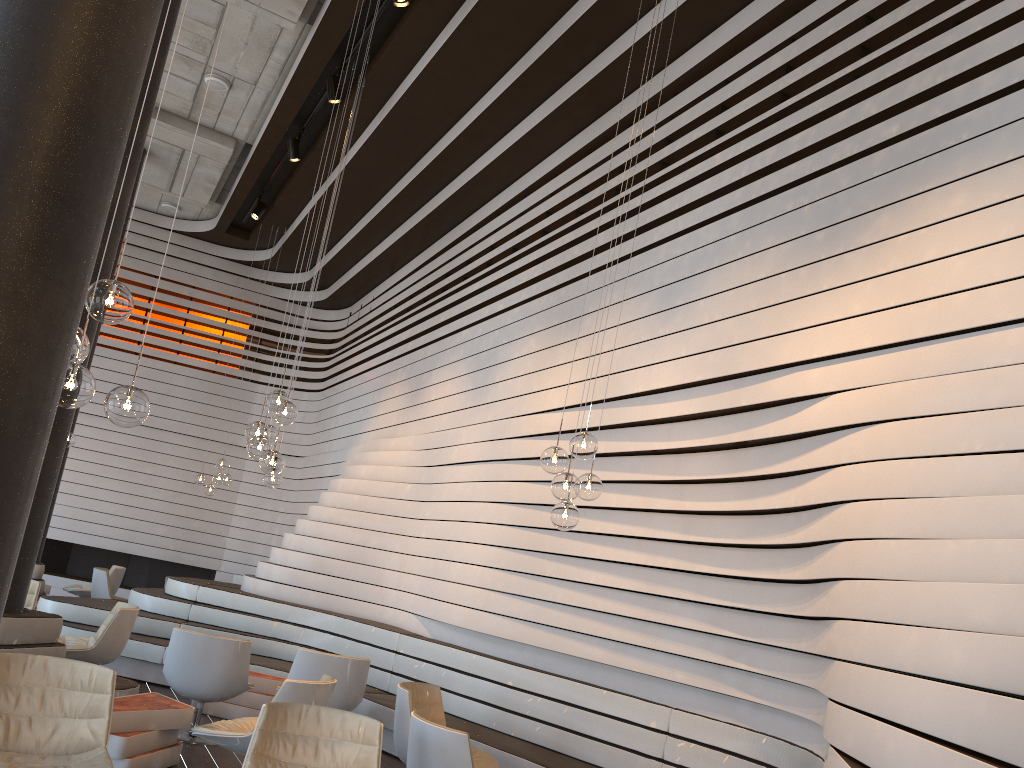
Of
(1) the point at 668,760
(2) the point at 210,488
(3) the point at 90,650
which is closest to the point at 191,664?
(3) the point at 90,650

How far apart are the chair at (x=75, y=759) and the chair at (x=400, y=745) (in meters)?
1.81

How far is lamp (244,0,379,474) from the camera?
5.7 meters

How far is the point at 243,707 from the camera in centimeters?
698cm

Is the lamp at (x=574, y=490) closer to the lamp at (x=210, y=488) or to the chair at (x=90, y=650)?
the chair at (x=90, y=650)

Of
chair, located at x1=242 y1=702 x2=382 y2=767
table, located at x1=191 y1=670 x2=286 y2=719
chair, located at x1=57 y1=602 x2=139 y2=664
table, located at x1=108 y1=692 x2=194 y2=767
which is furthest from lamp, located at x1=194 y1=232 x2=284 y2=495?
chair, located at x1=242 y1=702 x2=382 y2=767

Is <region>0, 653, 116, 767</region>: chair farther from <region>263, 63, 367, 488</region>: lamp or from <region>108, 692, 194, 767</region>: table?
<region>263, 63, 367, 488</region>: lamp

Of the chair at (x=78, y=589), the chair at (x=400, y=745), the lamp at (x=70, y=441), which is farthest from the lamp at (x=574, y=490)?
the chair at (x=78, y=589)

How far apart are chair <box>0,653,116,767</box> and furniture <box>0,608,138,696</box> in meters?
1.6

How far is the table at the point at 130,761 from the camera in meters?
4.8 m
